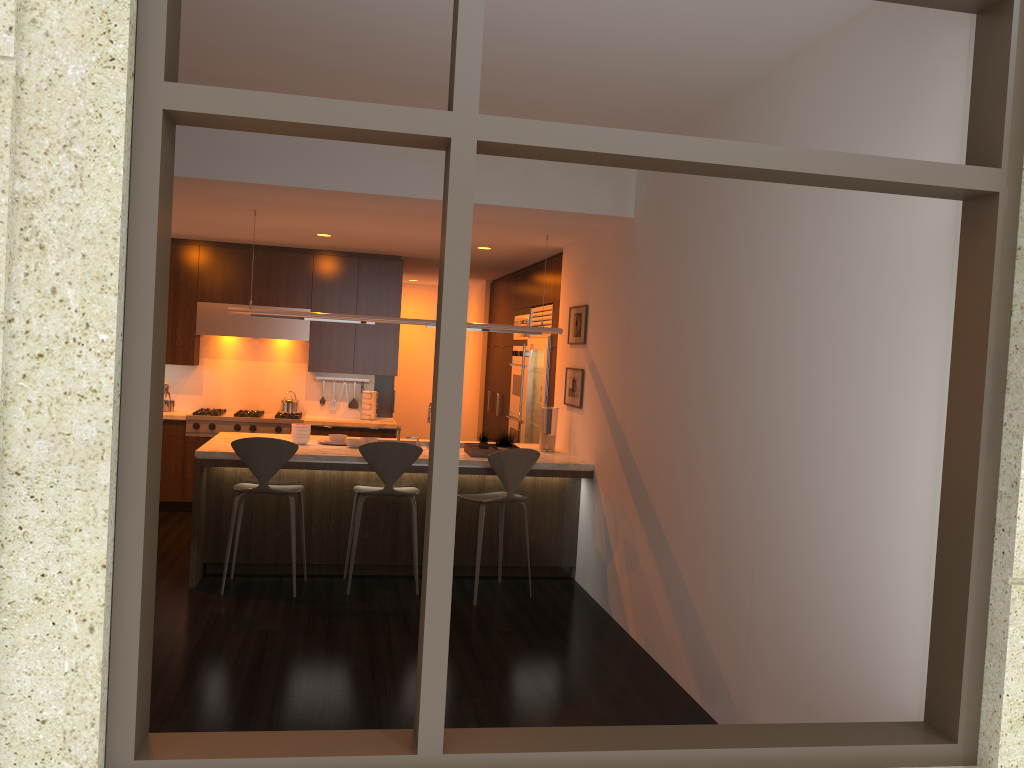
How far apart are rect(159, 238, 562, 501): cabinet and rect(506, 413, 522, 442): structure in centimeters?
128cm

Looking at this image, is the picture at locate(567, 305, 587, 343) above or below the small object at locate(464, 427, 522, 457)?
above

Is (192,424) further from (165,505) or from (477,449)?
(477,449)

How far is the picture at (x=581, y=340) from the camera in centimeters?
676cm

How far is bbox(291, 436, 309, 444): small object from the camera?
6.4 meters

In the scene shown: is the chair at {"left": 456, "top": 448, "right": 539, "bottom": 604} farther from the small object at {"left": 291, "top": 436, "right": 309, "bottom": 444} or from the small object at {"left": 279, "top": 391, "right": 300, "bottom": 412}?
the small object at {"left": 279, "top": 391, "right": 300, "bottom": 412}

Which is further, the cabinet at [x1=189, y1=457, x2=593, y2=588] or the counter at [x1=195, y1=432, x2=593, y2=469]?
the cabinet at [x1=189, y1=457, x2=593, y2=588]

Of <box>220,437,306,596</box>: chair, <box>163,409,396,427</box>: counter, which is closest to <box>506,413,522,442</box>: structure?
<box>163,409,396,427</box>: counter

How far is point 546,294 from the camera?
8.2 meters

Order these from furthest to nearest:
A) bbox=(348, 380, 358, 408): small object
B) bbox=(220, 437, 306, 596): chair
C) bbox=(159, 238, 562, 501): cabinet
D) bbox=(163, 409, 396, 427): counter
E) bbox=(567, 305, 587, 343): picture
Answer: bbox=(348, 380, 358, 408): small object, bbox=(159, 238, 562, 501): cabinet, bbox=(163, 409, 396, 427): counter, bbox=(567, 305, 587, 343): picture, bbox=(220, 437, 306, 596): chair
